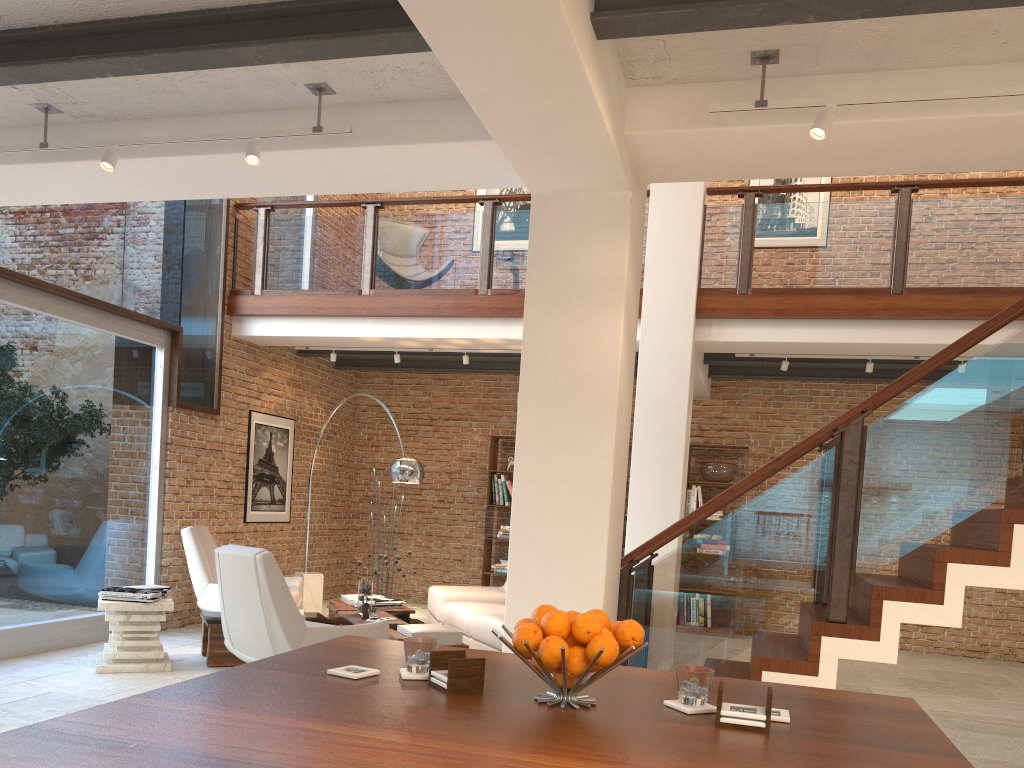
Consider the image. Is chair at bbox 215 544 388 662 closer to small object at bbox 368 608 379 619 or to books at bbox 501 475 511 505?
small object at bbox 368 608 379 619

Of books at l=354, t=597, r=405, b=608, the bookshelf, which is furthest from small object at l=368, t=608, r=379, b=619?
the bookshelf

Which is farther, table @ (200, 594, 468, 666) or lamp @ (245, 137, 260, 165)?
table @ (200, 594, 468, 666)

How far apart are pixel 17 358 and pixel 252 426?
2.96m

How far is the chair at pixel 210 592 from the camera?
7.4m

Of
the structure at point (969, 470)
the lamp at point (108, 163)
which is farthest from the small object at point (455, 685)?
the lamp at point (108, 163)

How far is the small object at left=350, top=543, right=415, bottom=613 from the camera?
6.9 meters

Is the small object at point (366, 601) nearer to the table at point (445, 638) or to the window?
the table at point (445, 638)

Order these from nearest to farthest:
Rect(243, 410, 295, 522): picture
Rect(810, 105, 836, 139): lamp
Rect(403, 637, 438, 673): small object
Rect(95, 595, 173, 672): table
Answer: Rect(403, 637, 438, 673): small object < Rect(810, 105, 836, 139): lamp < Rect(95, 595, 173, 672): table < Rect(243, 410, 295, 522): picture

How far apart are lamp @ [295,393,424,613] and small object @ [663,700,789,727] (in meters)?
5.68
